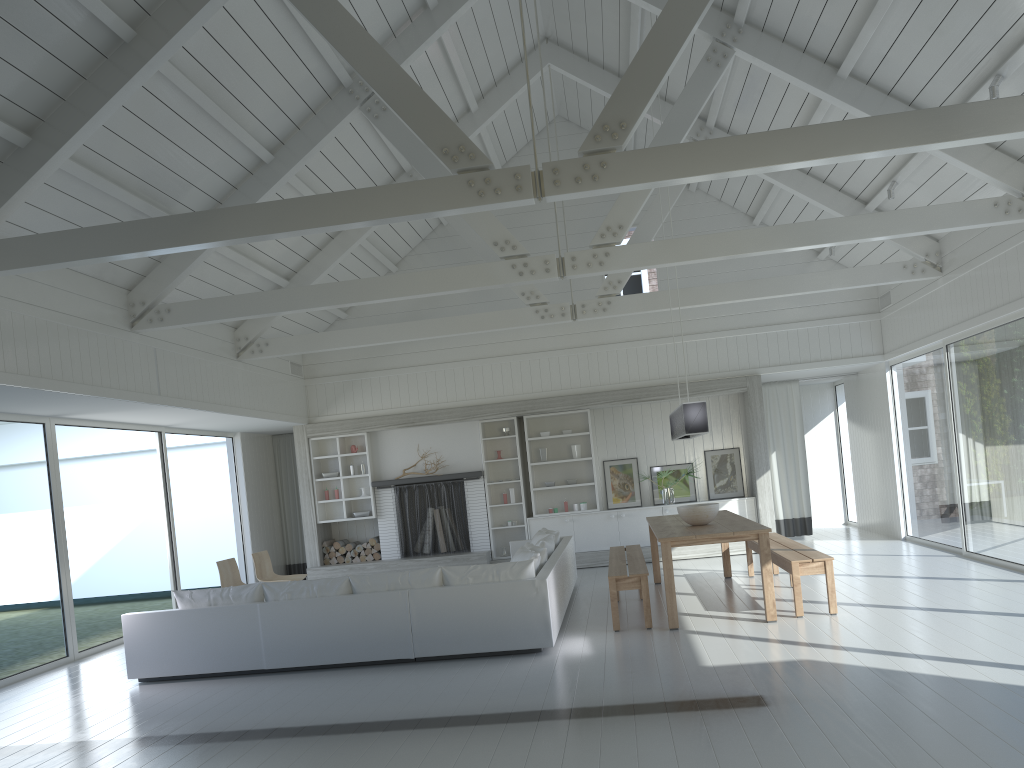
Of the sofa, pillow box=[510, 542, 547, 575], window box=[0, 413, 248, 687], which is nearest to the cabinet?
the sofa

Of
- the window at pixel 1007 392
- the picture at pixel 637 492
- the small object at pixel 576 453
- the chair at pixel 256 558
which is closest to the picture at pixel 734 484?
the picture at pixel 637 492

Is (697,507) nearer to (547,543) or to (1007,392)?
(547,543)

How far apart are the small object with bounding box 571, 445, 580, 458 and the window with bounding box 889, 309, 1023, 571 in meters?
4.3 m

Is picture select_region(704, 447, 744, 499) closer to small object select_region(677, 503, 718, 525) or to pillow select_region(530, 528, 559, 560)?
pillow select_region(530, 528, 559, 560)

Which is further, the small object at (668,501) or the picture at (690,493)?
the picture at (690,493)

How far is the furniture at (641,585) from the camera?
7.2m

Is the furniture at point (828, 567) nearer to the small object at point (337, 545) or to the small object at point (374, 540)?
the small object at point (374, 540)

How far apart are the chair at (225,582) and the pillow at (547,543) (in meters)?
3.24

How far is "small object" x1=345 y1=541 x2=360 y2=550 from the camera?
12.7m
